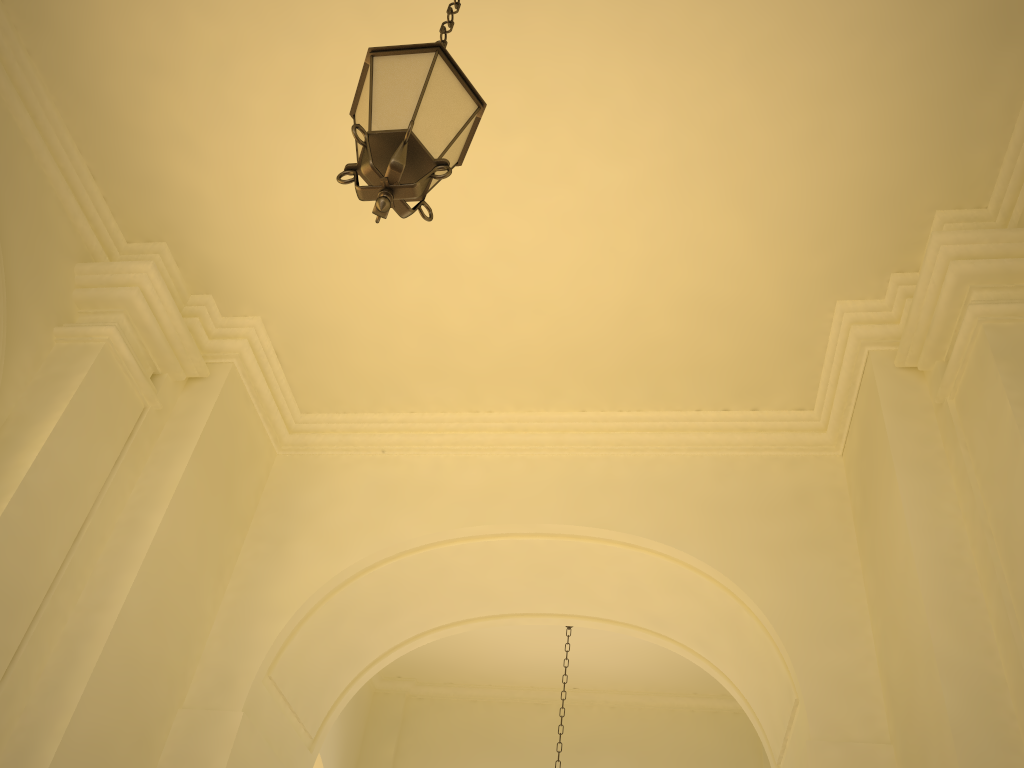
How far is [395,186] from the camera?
2.9m

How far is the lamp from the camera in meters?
2.9 m

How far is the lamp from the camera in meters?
2.9 m
